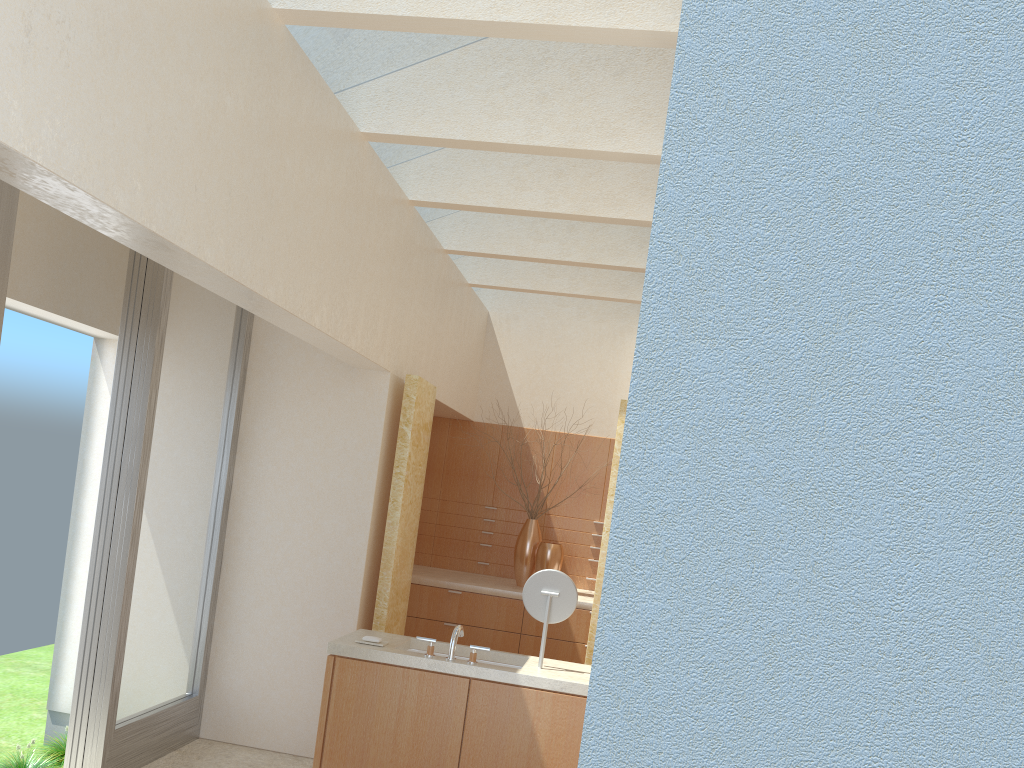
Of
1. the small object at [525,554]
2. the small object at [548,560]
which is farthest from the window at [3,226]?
the small object at [525,554]

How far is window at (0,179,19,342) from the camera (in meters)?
8.11

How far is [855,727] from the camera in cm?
229

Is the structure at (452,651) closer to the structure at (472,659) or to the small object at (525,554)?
the structure at (472,659)

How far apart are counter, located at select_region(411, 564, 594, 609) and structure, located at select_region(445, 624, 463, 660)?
6.3m

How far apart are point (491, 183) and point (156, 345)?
5.2 meters

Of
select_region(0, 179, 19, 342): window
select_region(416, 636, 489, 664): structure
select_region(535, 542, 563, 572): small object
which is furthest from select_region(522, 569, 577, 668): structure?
select_region(535, 542, 563, 572): small object

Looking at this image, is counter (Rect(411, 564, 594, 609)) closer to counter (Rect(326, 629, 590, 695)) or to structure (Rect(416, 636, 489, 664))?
counter (Rect(326, 629, 590, 695))

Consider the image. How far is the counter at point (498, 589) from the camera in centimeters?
1622cm

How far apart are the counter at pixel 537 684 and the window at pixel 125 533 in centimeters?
271cm
